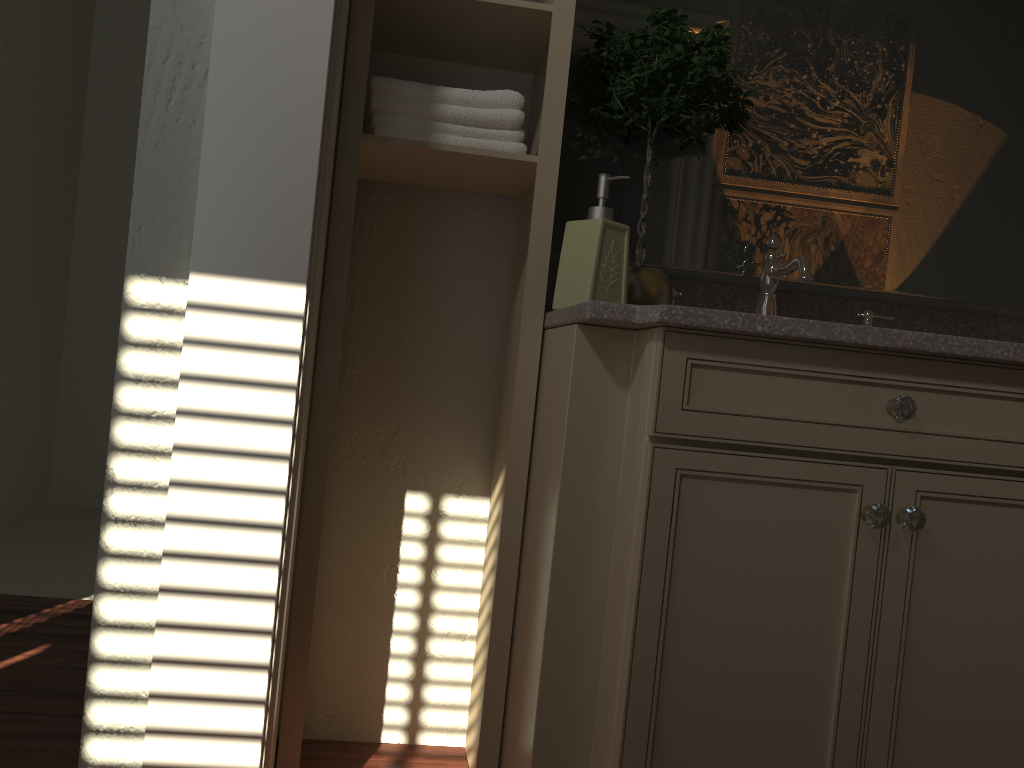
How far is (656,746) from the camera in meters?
1.2 m

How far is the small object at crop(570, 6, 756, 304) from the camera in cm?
156

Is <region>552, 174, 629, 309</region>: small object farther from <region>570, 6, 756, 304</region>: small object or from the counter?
<region>570, 6, 756, 304</region>: small object

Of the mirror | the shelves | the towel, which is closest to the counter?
the shelves

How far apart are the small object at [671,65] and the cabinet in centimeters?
19cm

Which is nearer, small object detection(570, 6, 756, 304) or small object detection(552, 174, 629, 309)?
small object detection(552, 174, 629, 309)

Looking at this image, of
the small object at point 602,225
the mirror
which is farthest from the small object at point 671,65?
the small object at point 602,225

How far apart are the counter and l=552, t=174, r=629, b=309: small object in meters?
0.0

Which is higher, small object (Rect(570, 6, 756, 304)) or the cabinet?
small object (Rect(570, 6, 756, 304))

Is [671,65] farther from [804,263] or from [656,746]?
[656,746]
